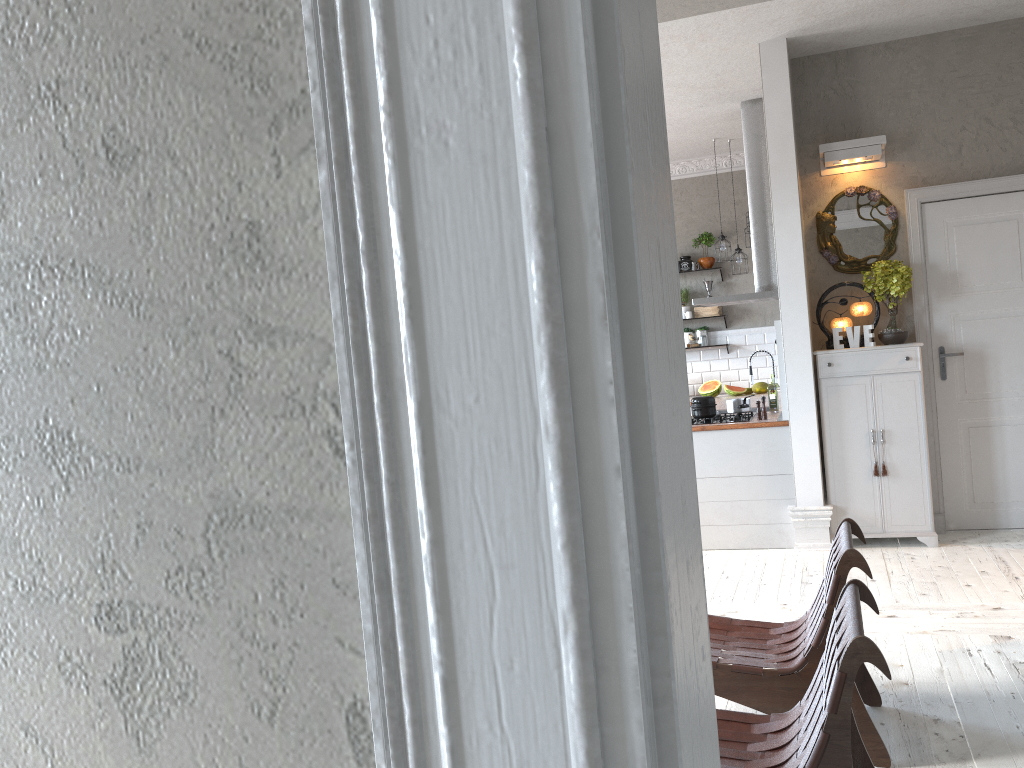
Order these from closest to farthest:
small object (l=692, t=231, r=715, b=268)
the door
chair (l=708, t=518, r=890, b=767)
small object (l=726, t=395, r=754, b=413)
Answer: chair (l=708, t=518, r=890, b=767) < the door < small object (l=726, t=395, r=754, b=413) < small object (l=692, t=231, r=715, b=268)

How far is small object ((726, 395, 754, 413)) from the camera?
6.3 meters

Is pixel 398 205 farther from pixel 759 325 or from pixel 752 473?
pixel 759 325

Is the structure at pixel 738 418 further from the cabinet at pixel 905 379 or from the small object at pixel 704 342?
the small object at pixel 704 342

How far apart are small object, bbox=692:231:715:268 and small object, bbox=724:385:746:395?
1.3m

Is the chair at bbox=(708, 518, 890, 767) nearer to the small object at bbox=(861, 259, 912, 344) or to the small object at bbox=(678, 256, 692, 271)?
the small object at bbox=(861, 259, 912, 344)

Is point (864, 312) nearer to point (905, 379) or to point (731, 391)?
point (905, 379)

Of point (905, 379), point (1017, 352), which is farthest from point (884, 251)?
point (1017, 352)

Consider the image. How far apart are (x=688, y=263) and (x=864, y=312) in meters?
3.5 m

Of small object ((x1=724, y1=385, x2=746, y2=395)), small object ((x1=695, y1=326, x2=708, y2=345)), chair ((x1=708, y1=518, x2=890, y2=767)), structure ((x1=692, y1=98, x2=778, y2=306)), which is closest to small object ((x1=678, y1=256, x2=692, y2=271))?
small object ((x1=695, y1=326, x2=708, y2=345))
